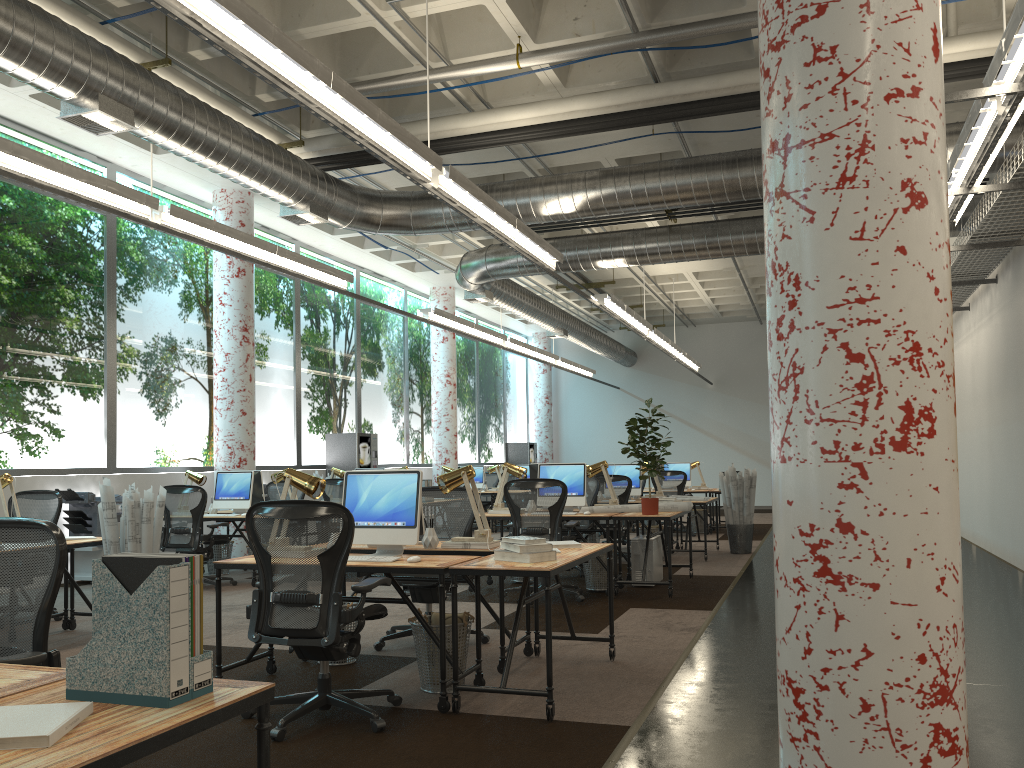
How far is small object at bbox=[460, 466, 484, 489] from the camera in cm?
1634

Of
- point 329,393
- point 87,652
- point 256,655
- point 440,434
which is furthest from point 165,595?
point 440,434

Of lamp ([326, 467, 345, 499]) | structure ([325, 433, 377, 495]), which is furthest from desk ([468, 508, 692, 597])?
structure ([325, 433, 377, 495])

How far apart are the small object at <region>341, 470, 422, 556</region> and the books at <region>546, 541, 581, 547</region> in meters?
0.9 m

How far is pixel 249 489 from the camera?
9.7m

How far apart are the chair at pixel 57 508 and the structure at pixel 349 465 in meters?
7.4

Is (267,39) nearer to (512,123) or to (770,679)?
(770,679)

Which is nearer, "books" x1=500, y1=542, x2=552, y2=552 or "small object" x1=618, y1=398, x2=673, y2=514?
"books" x1=500, y1=542, x2=552, y2=552

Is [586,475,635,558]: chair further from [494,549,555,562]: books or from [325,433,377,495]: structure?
[494,549,555,562]: books

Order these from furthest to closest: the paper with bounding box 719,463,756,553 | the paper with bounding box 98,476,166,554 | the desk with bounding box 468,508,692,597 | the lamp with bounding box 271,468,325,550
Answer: the paper with bounding box 719,463,756,553 → the desk with bounding box 468,508,692,597 → the paper with bounding box 98,476,166,554 → the lamp with bounding box 271,468,325,550
